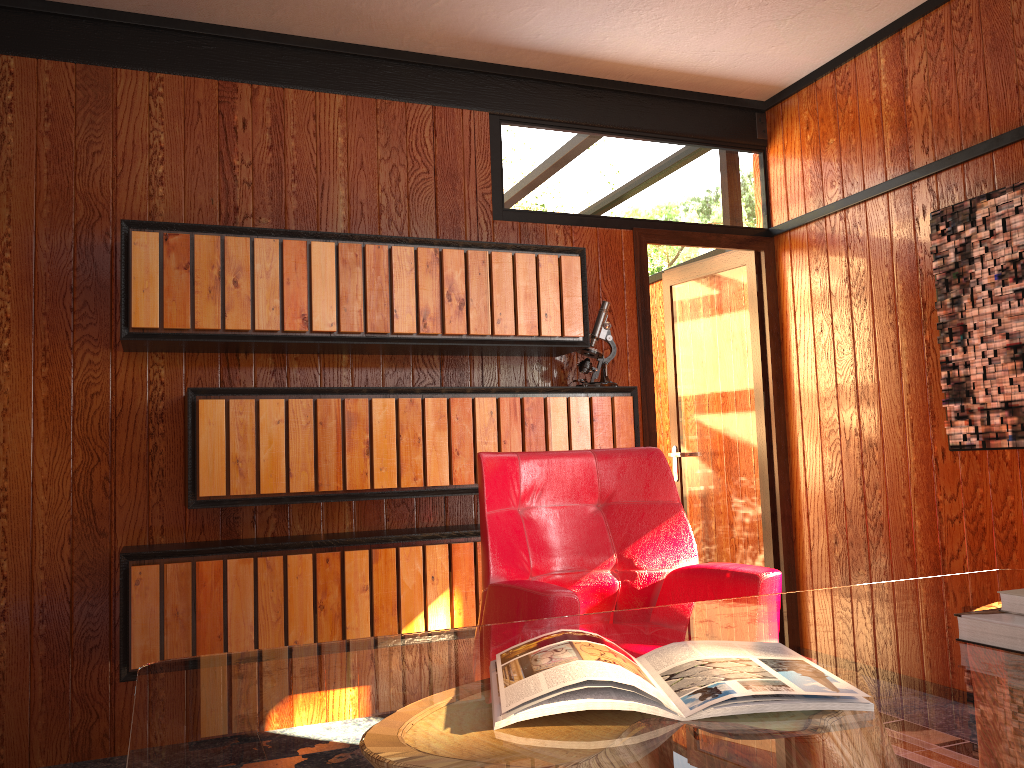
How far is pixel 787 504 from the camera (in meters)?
4.03

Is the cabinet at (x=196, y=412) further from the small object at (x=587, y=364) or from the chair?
the chair

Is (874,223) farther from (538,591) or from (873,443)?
(538,591)

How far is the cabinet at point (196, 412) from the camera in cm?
287

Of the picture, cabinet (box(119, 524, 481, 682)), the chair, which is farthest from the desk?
cabinet (box(119, 524, 481, 682))

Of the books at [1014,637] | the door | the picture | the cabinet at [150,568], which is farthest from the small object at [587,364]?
the books at [1014,637]

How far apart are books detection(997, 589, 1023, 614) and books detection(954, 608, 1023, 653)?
0.0 meters

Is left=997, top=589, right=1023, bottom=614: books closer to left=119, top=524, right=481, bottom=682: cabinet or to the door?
left=119, top=524, right=481, bottom=682: cabinet

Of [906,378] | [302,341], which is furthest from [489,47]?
[906,378]

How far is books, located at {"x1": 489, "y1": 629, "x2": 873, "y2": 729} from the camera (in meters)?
0.98
